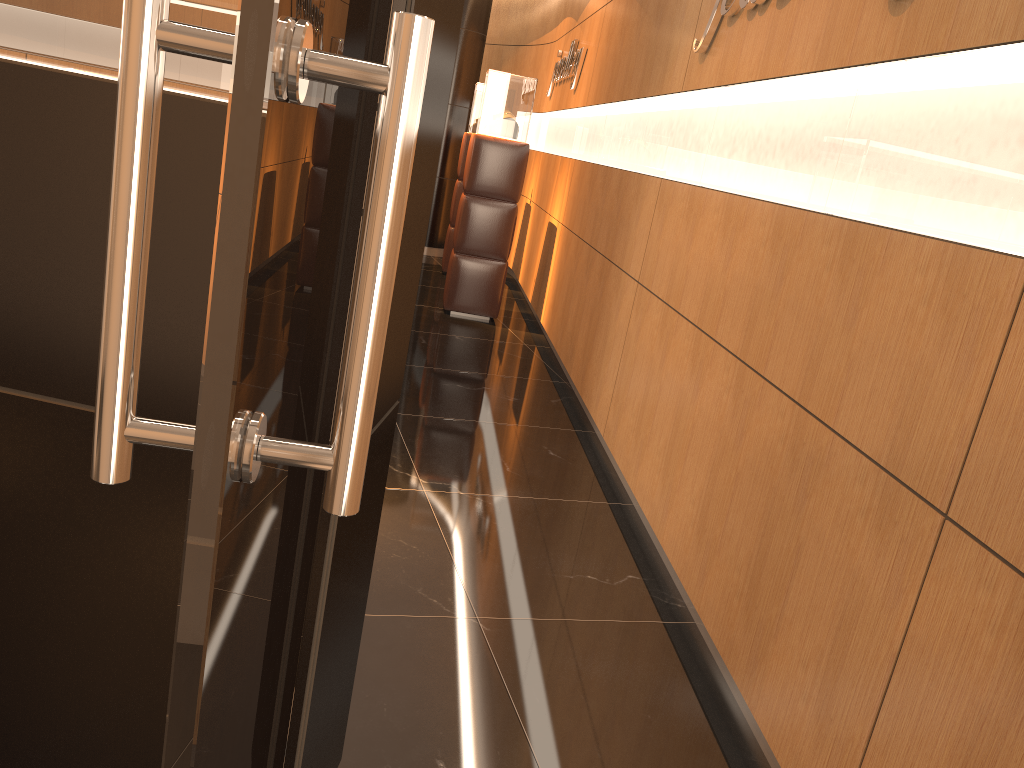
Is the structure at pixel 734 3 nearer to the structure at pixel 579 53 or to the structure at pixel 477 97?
the structure at pixel 579 53

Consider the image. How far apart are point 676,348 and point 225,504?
3.2 meters

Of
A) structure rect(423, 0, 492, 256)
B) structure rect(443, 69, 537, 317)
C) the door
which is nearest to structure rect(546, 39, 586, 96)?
structure rect(443, 69, 537, 317)

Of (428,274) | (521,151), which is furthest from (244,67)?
(428,274)

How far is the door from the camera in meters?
0.5 m

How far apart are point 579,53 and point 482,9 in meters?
3.2 m

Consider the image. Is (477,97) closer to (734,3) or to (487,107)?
(487,107)

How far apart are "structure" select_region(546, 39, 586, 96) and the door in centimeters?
647cm

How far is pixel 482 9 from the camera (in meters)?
10.08

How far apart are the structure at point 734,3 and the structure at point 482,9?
6.7m
